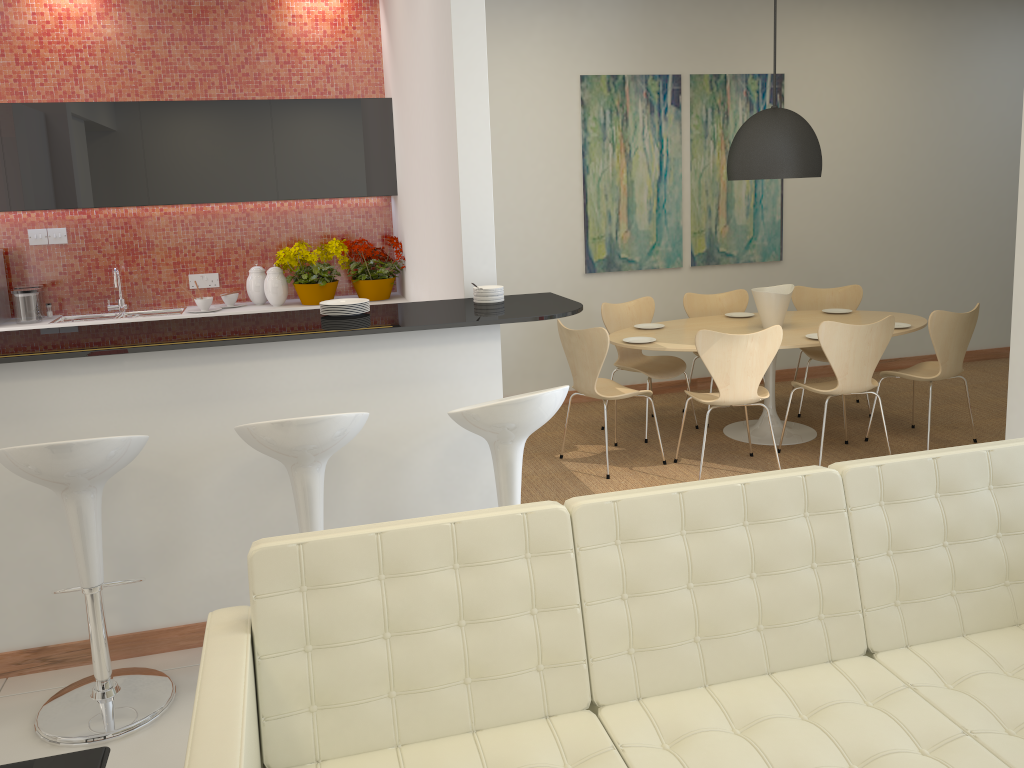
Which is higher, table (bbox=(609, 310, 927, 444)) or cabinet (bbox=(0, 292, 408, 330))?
cabinet (bbox=(0, 292, 408, 330))

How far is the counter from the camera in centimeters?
320cm

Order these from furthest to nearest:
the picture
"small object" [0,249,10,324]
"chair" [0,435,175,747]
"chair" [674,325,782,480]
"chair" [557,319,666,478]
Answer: the picture
"small object" [0,249,10,324]
"chair" [557,319,666,478]
"chair" [674,325,782,480]
"chair" [0,435,175,747]

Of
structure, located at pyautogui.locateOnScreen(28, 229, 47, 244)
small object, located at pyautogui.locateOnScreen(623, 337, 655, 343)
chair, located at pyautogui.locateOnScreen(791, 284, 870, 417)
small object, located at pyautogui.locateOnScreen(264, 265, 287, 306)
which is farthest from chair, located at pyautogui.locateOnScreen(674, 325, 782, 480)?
structure, located at pyautogui.locateOnScreen(28, 229, 47, 244)

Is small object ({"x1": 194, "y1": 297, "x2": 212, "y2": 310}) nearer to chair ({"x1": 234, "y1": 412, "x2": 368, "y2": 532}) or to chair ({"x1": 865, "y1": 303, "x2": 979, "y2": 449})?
chair ({"x1": 234, "y1": 412, "x2": 368, "y2": 532})

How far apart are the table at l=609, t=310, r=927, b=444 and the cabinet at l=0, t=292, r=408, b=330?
1.47m

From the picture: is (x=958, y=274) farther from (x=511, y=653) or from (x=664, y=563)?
(x=511, y=653)

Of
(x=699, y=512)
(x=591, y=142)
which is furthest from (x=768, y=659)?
(x=591, y=142)

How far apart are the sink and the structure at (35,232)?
0.5 meters

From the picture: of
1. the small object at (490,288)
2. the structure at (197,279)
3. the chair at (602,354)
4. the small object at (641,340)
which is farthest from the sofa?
the structure at (197,279)
